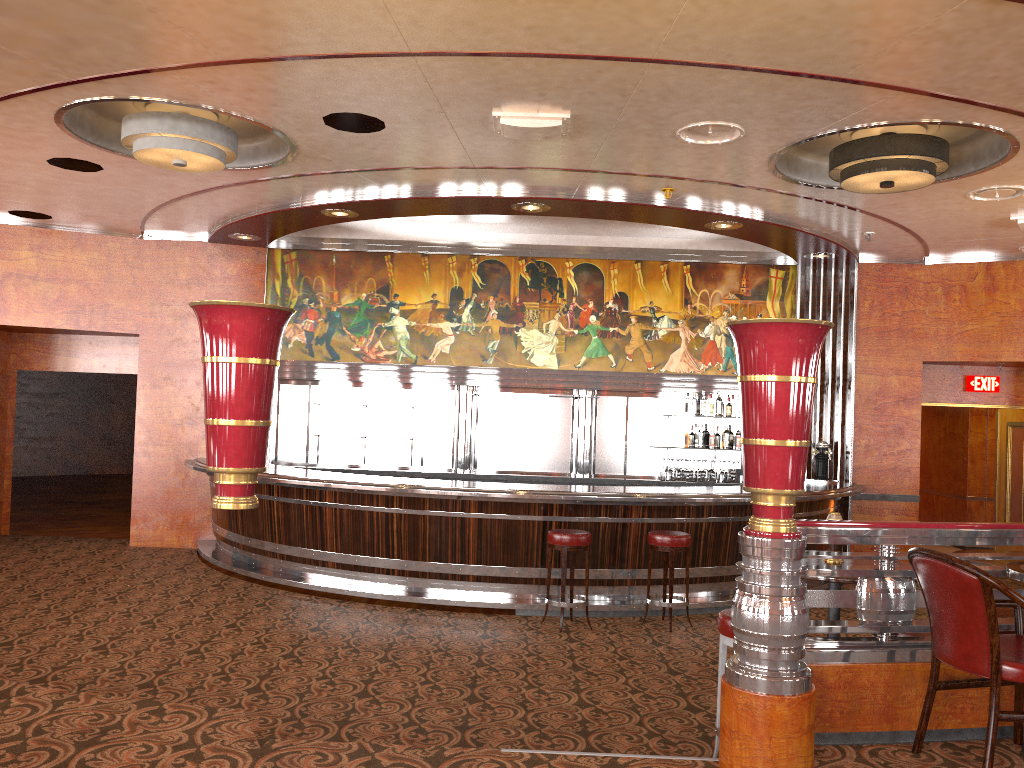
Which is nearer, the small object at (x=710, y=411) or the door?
the small object at (x=710, y=411)

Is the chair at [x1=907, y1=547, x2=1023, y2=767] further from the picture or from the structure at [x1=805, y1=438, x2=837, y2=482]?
the picture

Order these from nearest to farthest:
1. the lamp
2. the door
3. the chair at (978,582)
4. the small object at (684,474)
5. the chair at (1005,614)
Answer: the chair at (978,582), the chair at (1005,614), the lamp, the small object at (684,474), the door

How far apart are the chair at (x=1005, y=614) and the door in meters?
7.4

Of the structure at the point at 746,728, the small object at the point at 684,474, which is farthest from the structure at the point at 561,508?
the structure at the point at 746,728

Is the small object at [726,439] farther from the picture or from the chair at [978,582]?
the chair at [978,582]

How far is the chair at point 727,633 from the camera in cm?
409

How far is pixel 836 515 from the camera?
4.57m

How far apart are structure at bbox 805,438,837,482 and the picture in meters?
1.3 m

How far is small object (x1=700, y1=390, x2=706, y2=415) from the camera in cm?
1034
